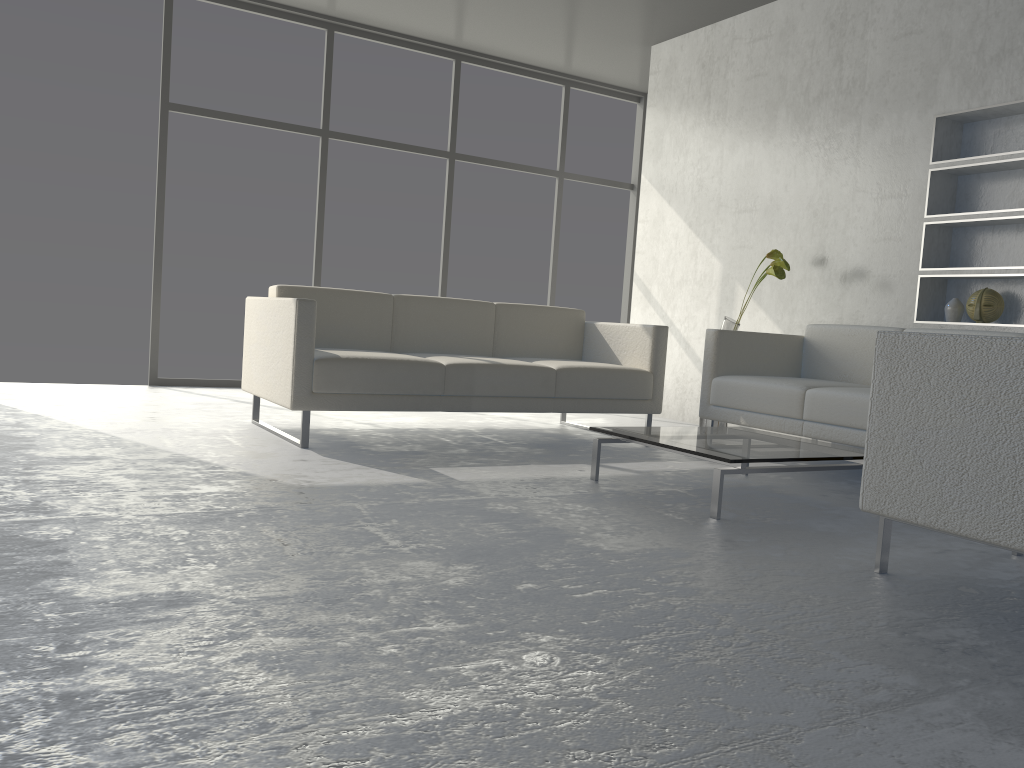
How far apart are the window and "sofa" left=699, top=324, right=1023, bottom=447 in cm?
271

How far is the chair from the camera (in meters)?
1.84

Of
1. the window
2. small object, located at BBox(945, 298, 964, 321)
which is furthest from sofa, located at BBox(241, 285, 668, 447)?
the window

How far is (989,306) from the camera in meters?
4.0

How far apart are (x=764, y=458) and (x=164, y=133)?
4.40m

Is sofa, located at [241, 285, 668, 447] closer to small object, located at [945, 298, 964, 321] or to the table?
the table

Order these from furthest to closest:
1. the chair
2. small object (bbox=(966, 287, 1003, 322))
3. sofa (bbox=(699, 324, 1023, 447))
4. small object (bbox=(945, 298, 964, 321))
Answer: small object (bbox=(945, 298, 964, 321)), small object (bbox=(966, 287, 1003, 322)), sofa (bbox=(699, 324, 1023, 447)), the chair

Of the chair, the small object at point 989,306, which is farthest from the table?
the small object at point 989,306

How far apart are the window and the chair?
4.6m

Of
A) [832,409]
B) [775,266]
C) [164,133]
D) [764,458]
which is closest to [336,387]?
[764,458]
